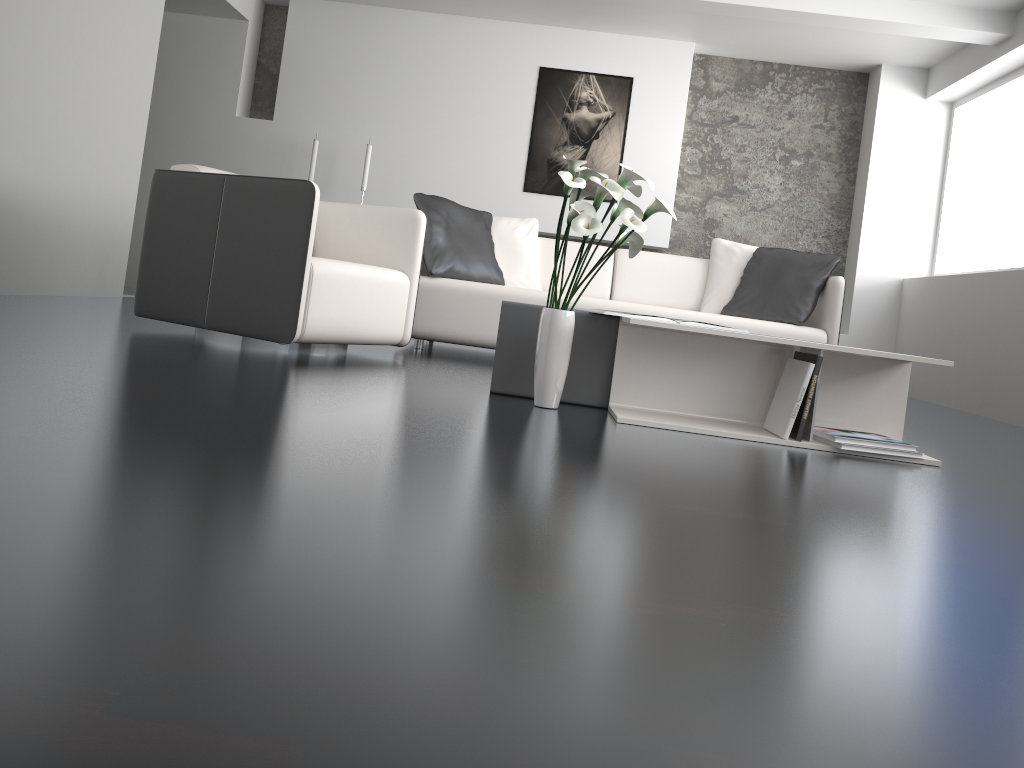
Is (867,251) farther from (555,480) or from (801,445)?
(555,480)

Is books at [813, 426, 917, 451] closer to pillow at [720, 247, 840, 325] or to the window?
pillow at [720, 247, 840, 325]

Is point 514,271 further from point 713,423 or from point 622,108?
point 622,108

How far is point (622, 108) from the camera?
6.73m

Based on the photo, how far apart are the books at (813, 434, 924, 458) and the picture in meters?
4.5

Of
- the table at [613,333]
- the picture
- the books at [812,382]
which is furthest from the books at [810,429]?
the picture

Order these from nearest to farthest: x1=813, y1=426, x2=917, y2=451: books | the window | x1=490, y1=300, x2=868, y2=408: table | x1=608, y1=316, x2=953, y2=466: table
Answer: x1=813, y1=426, x2=917, y2=451: books → x1=608, y1=316, x2=953, y2=466: table → x1=490, y1=300, x2=868, y2=408: table → the window

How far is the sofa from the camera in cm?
446

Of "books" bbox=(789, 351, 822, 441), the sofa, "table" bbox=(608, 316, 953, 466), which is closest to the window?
the sofa

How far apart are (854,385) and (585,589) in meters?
2.1
